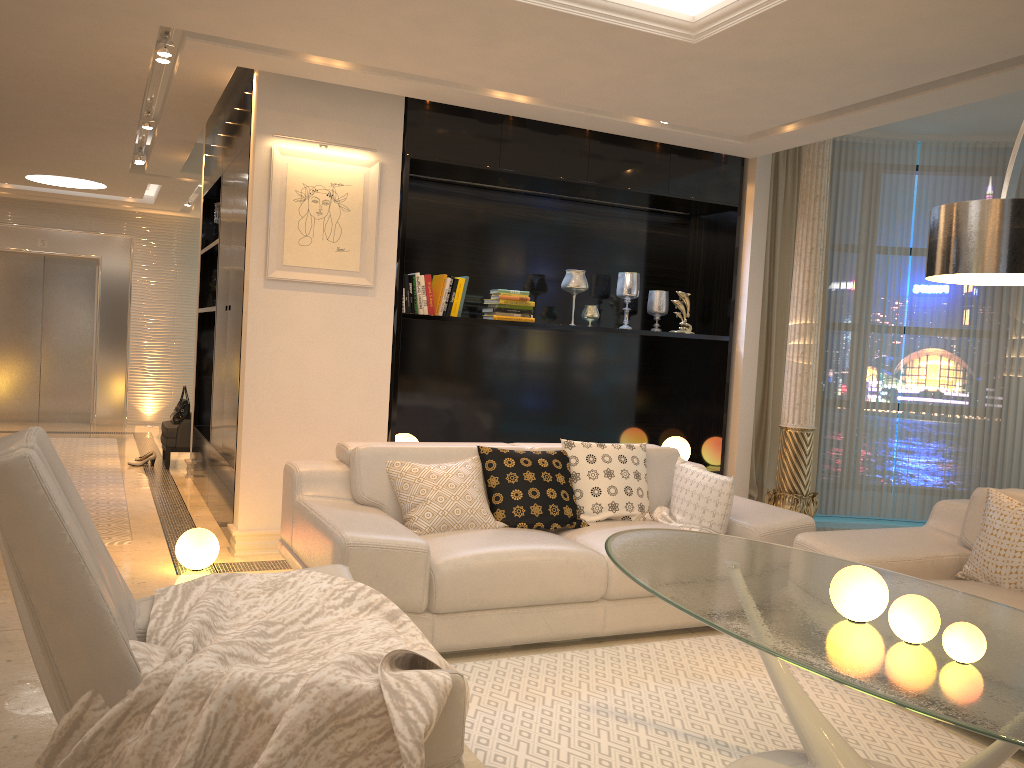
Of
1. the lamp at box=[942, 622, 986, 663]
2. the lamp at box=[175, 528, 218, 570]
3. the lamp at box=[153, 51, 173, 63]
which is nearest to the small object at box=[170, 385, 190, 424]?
the lamp at box=[175, 528, 218, 570]

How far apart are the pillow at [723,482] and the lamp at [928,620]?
1.97m

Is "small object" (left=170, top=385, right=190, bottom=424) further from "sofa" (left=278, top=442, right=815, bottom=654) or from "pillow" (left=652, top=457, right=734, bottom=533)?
"pillow" (left=652, top=457, right=734, bottom=533)

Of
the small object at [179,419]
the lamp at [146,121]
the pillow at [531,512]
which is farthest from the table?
the small object at [179,419]

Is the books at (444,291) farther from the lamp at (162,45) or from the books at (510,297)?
the lamp at (162,45)

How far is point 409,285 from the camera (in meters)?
5.36

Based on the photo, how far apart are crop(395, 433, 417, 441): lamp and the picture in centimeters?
102cm

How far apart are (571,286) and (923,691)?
4.35m

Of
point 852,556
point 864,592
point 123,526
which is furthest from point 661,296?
point 864,592

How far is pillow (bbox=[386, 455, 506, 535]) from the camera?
3.9m
